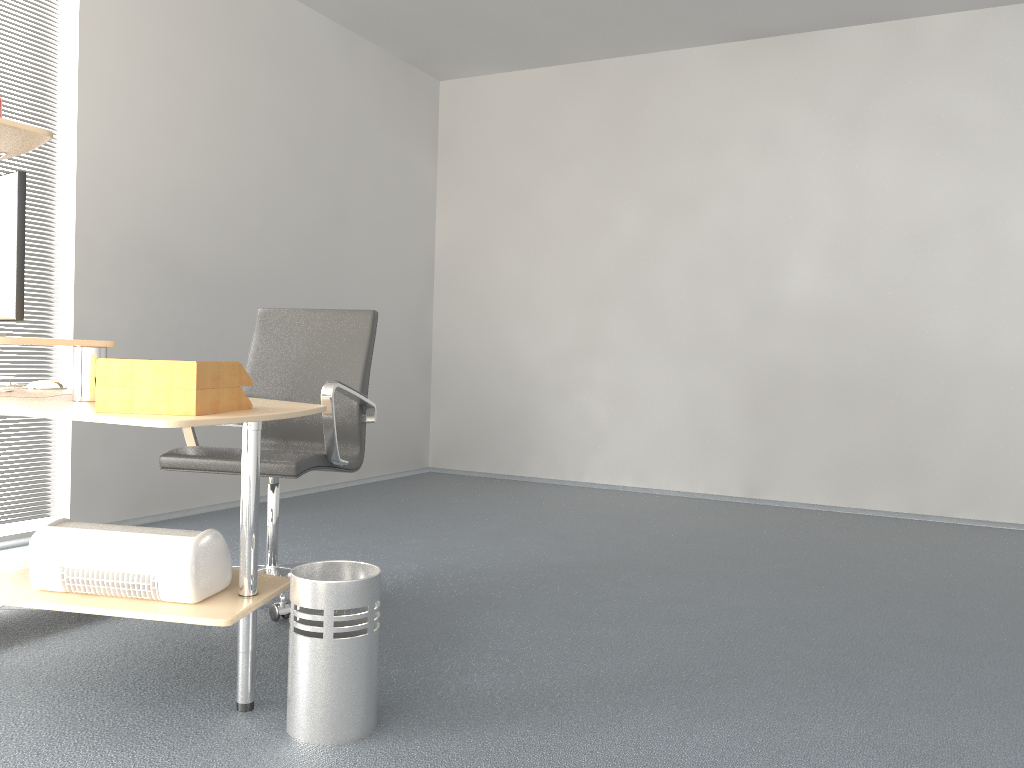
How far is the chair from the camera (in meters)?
2.85

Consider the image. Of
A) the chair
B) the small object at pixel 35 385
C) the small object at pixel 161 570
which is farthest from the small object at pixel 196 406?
the small object at pixel 35 385

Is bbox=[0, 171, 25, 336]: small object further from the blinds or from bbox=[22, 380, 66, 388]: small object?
the blinds

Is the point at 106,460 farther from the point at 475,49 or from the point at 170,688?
the point at 475,49

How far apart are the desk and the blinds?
1.04m

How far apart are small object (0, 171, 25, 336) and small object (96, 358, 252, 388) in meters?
0.5

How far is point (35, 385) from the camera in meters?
2.9

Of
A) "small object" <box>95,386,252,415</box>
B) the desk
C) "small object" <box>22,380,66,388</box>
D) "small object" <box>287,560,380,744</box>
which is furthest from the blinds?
"small object" <box>287,560,380,744</box>

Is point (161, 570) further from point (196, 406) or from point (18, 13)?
point (18, 13)

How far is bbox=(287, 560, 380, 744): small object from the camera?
2.0m
